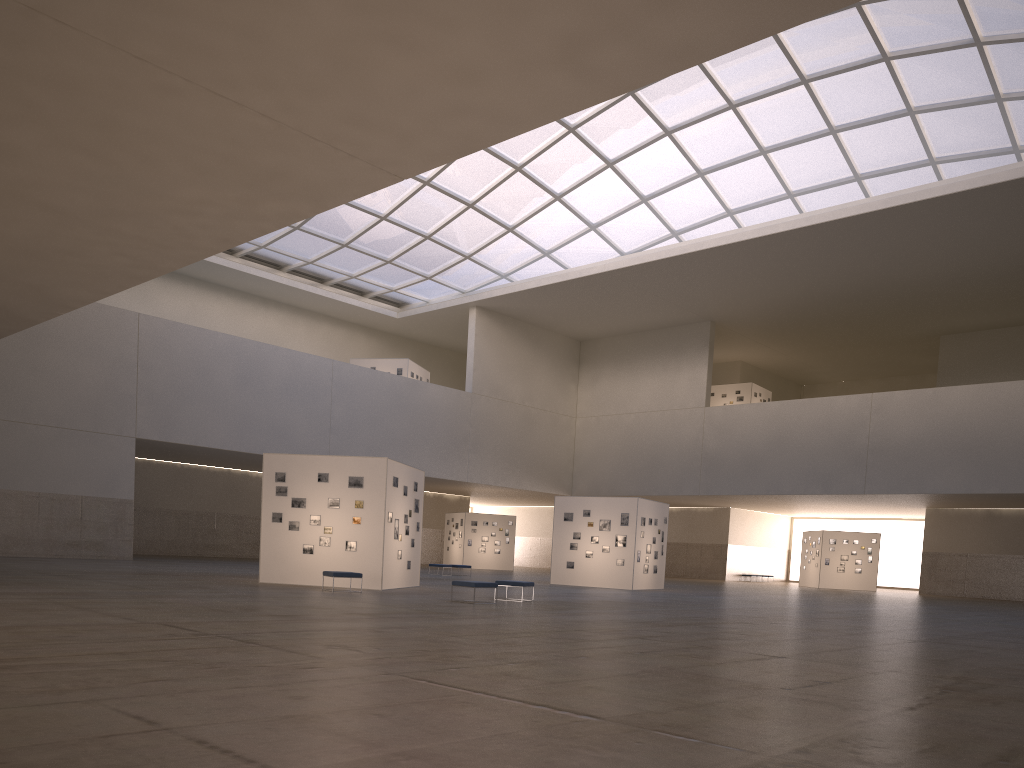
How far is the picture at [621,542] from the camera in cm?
4236

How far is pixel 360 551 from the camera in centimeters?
2962cm

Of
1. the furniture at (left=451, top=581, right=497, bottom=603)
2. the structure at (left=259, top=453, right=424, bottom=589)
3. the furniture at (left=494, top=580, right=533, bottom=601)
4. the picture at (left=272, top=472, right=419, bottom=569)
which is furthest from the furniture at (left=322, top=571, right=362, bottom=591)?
the furniture at (left=494, top=580, right=533, bottom=601)

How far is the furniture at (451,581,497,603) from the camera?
24.7 meters

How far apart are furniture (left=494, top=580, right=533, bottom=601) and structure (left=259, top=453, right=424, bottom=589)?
4.8m

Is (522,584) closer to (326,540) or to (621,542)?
(326,540)

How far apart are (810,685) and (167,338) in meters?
46.1

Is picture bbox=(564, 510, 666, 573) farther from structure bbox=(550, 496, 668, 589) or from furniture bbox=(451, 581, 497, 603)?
furniture bbox=(451, 581, 497, 603)

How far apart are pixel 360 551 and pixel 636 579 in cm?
1731

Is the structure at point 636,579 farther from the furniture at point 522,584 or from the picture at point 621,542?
the furniture at point 522,584
